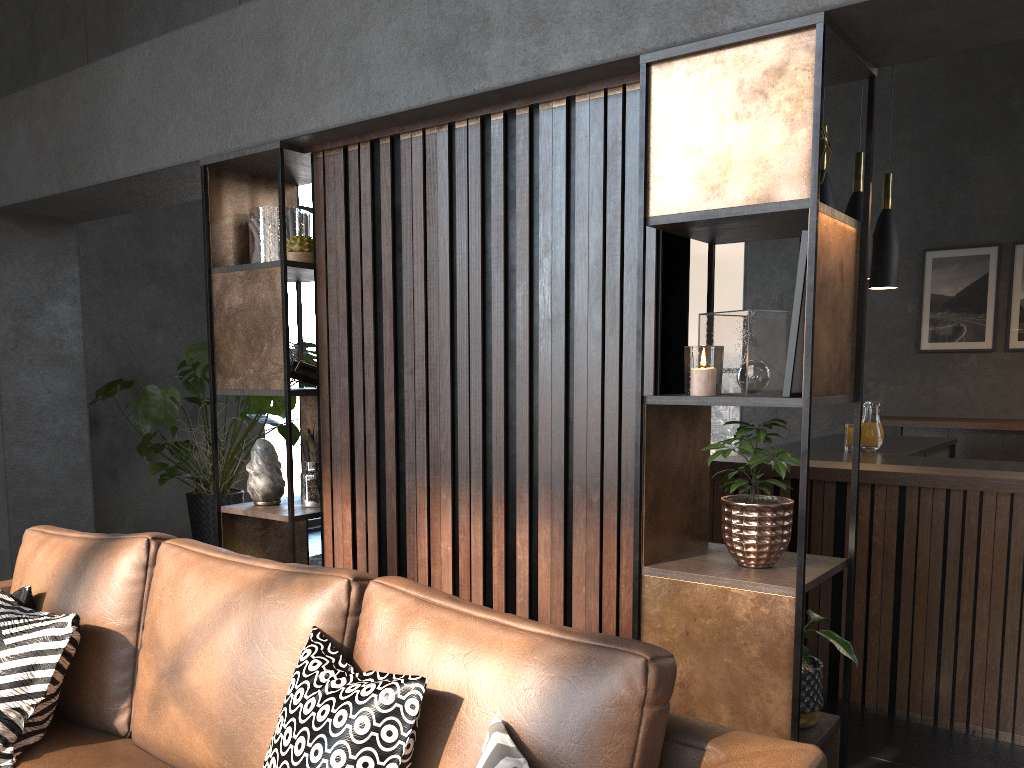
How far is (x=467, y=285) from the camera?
2.58m

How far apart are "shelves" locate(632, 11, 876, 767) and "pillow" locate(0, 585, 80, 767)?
1.31m

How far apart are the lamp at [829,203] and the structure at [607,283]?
1.9m

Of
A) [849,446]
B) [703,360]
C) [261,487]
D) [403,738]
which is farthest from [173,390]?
[403,738]

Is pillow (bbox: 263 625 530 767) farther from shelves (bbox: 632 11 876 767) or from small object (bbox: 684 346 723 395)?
small object (bbox: 684 346 723 395)

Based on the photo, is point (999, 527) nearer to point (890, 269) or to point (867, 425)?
point (867, 425)

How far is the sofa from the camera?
1.4 meters

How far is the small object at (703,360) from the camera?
2.07m

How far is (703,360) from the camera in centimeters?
207cm

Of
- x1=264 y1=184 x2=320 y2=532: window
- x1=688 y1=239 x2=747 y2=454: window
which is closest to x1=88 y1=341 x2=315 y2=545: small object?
x1=264 y1=184 x2=320 y2=532: window
